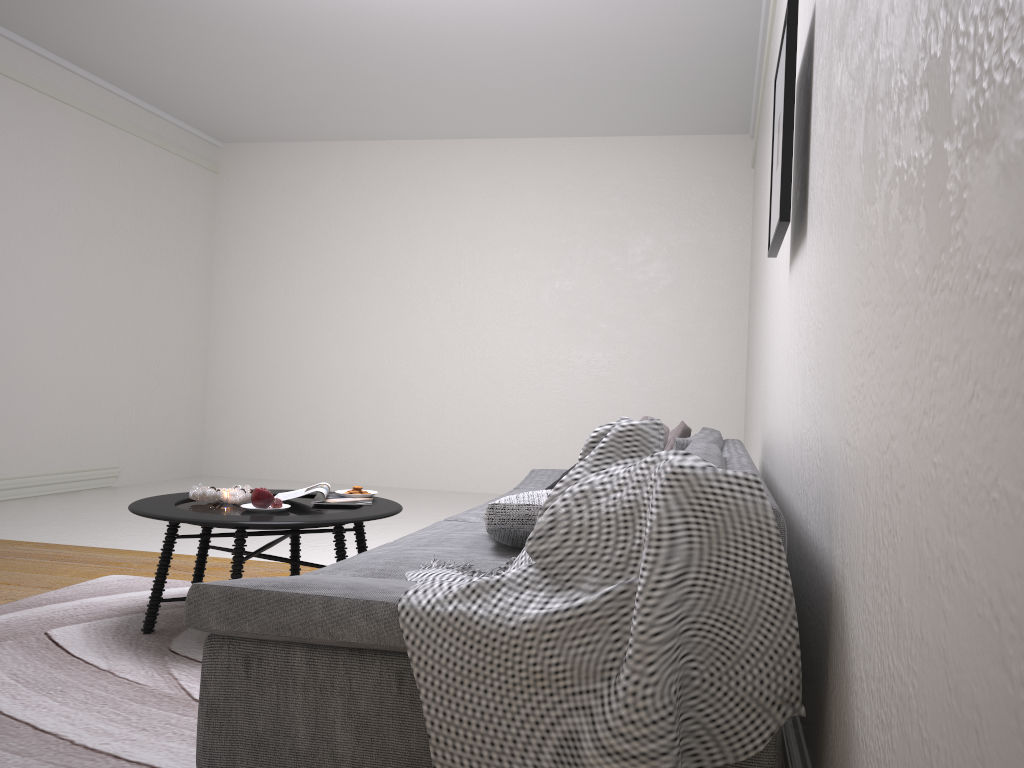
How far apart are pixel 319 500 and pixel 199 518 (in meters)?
0.56

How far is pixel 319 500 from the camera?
3.3 meters

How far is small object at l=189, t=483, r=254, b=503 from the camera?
3.18m

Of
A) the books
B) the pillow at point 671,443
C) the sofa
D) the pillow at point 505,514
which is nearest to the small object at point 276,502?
the books

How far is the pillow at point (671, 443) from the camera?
3.5 meters

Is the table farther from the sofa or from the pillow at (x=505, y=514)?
the pillow at (x=505, y=514)

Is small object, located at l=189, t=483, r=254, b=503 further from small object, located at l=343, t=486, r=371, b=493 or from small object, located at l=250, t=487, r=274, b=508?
small object, located at l=343, t=486, r=371, b=493

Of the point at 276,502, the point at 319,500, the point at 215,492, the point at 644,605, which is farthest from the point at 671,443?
the point at 644,605

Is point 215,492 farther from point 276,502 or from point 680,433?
point 680,433

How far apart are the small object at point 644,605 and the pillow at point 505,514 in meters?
0.2
